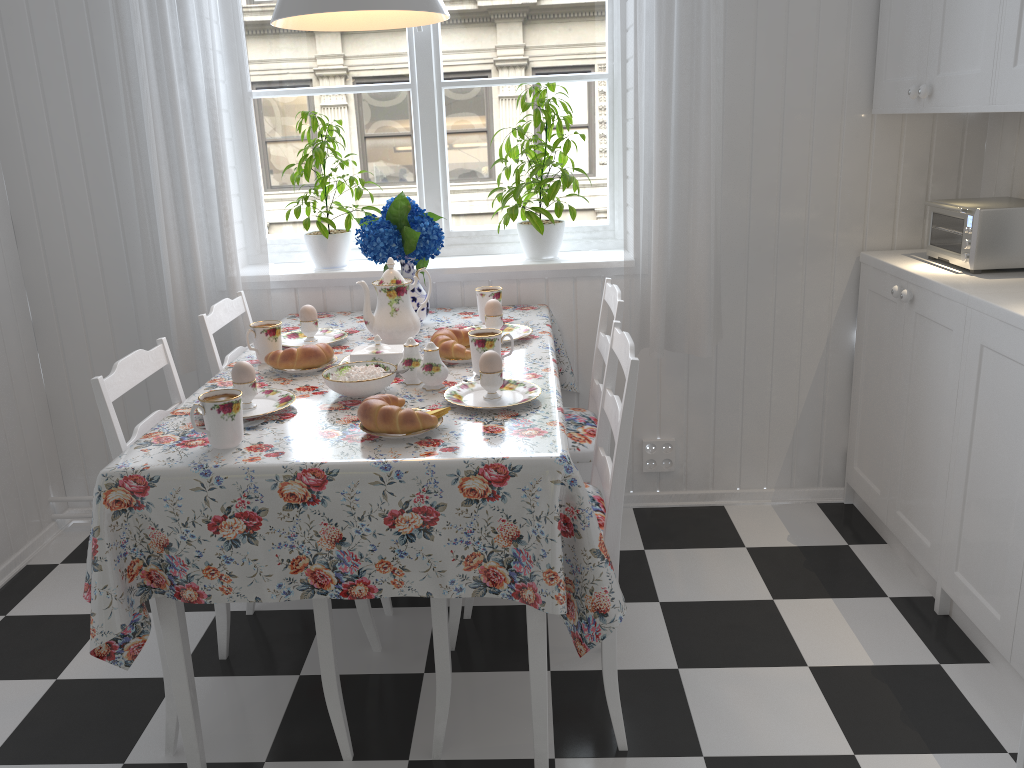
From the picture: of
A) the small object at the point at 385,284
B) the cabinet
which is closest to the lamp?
the small object at the point at 385,284

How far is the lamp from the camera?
1.74m

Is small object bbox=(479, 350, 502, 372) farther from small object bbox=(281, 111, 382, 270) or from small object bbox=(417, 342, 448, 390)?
small object bbox=(281, 111, 382, 270)

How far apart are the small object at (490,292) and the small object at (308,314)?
0.46m

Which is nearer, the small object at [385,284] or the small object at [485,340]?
the small object at [485,340]

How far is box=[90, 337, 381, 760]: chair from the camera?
1.67m

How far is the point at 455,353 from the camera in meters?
2.1 m

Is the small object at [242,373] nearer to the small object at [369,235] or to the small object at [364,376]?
the small object at [364,376]

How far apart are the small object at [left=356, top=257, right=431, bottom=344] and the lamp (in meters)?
0.55

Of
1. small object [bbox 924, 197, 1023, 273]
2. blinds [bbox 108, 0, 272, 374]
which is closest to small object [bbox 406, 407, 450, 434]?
blinds [bbox 108, 0, 272, 374]
